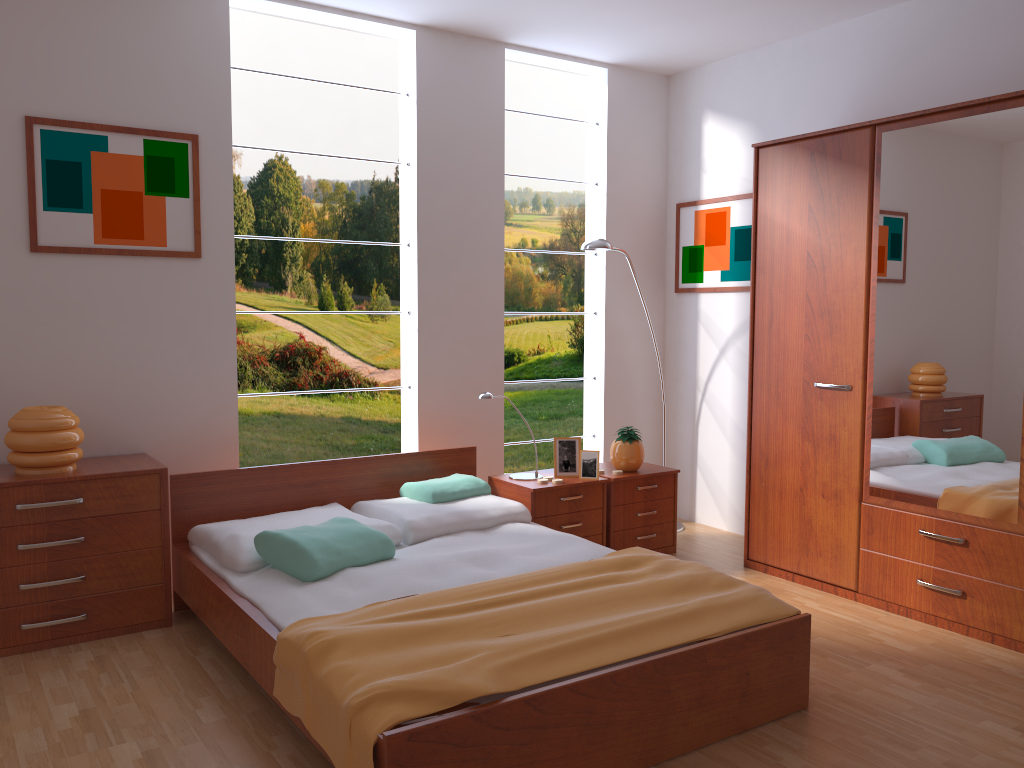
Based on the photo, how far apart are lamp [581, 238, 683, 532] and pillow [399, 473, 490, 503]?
Result: 1.3m

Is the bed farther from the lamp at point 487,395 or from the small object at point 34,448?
the small object at point 34,448

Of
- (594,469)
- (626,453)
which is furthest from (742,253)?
(594,469)

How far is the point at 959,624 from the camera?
3.4m

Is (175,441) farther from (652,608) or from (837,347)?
(837,347)

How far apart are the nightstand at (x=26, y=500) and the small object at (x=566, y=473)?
1.76m

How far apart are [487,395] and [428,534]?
0.79m

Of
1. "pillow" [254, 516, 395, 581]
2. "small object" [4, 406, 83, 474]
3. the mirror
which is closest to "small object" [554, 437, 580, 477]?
"pillow" [254, 516, 395, 581]

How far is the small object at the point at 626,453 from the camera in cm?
435

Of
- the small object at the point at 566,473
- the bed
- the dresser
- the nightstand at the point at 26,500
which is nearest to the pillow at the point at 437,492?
Result: the bed
